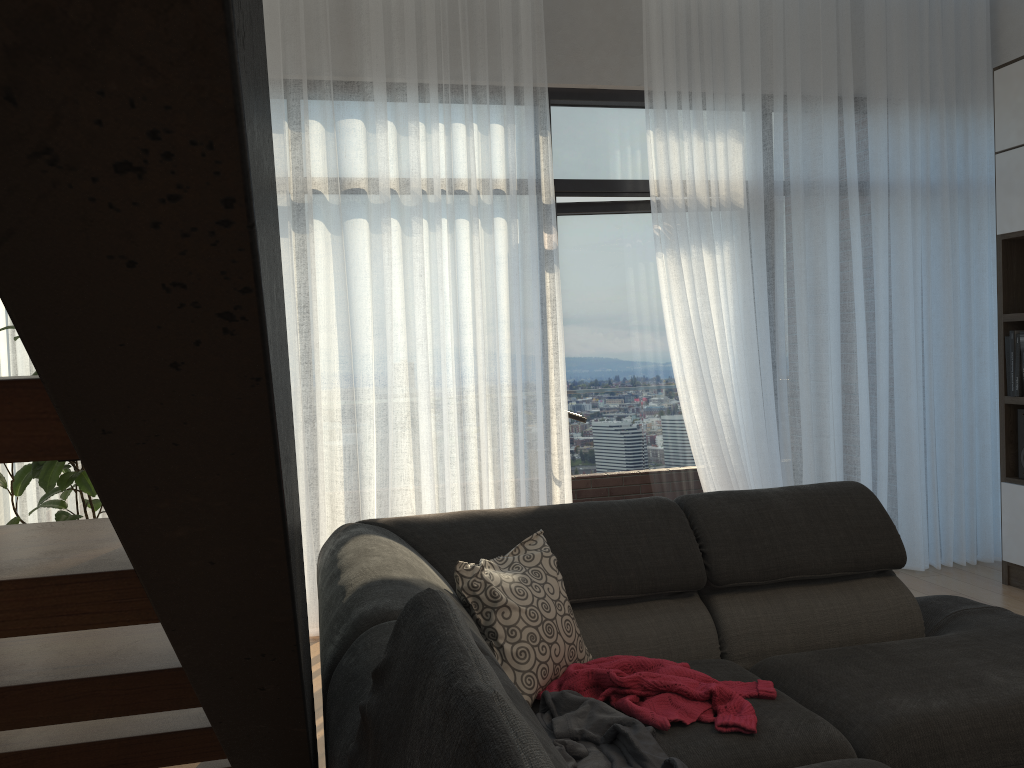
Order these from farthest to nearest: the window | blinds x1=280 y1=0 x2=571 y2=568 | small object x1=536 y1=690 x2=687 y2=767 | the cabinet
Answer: the window → the cabinet → blinds x1=280 y1=0 x2=571 y2=568 → small object x1=536 y1=690 x2=687 y2=767

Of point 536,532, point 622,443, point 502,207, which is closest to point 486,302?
point 502,207

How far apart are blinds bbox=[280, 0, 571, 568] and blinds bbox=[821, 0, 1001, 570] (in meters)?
1.43

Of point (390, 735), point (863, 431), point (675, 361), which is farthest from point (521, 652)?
point (863, 431)

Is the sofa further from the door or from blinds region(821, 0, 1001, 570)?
the door

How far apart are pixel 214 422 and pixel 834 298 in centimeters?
439cm

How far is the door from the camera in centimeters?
461cm

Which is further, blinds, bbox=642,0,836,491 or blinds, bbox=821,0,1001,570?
blinds, bbox=821,0,1001,570

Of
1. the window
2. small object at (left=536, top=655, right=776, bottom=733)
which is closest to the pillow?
small object at (left=536, top=655, right=776, bottom=733)

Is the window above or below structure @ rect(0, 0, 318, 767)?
above
